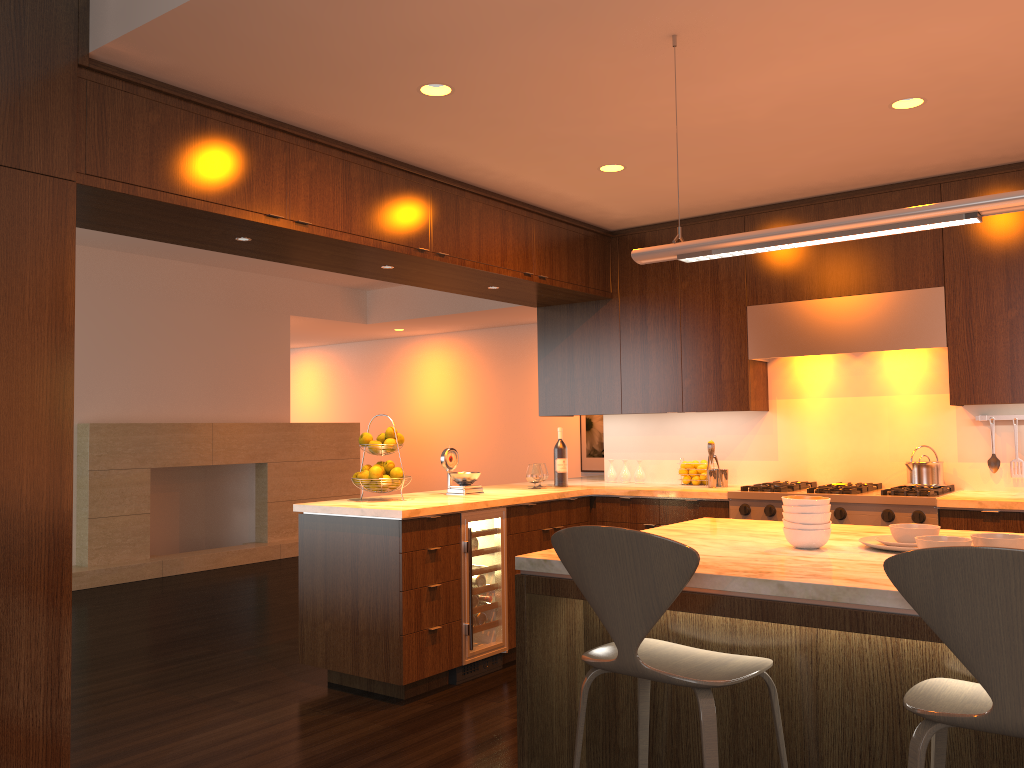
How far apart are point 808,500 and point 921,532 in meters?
0.3 m

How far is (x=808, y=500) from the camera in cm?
258

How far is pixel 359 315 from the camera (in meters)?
10.66

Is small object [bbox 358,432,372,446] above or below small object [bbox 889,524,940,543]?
above

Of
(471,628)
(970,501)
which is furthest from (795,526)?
(471,628)

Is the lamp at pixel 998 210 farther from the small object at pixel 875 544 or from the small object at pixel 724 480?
the small object at pixel 724 480

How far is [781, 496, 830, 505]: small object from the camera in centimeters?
258cm

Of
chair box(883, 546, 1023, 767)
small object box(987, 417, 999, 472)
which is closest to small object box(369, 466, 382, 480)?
chair box(883, 546, 1023, 767)

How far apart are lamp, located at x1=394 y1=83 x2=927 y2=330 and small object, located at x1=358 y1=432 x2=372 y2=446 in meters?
1.9

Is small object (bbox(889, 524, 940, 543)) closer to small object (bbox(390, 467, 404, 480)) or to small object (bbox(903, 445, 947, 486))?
small object (bbox(903, 445, 947, 486))
